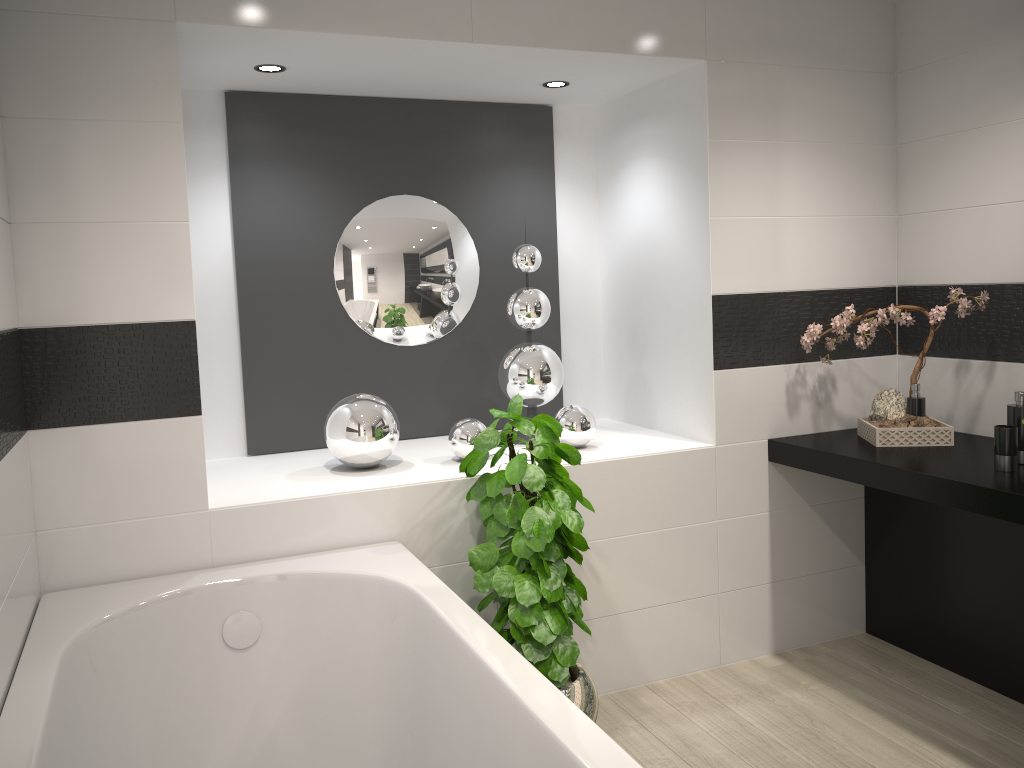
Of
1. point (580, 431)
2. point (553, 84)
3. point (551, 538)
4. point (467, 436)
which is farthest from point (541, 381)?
point (553, 84)

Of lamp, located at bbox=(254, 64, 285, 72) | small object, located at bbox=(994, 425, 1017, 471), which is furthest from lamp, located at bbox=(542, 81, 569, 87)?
small object, located at bbox=(994, 425, 1017, 471)

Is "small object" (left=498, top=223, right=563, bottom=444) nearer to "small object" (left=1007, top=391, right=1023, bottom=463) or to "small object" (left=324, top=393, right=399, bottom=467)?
"small object" (left=324, top=393, right=399, bottom=467)

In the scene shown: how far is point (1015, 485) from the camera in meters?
2.5 m

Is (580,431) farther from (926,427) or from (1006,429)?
(1006,429)

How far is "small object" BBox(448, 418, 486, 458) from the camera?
3.11m

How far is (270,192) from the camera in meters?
3.4

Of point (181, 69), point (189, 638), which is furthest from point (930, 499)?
point (181, 69)

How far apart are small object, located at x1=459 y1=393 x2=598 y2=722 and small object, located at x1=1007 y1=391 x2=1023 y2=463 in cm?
135

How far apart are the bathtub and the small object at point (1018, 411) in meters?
1.8
